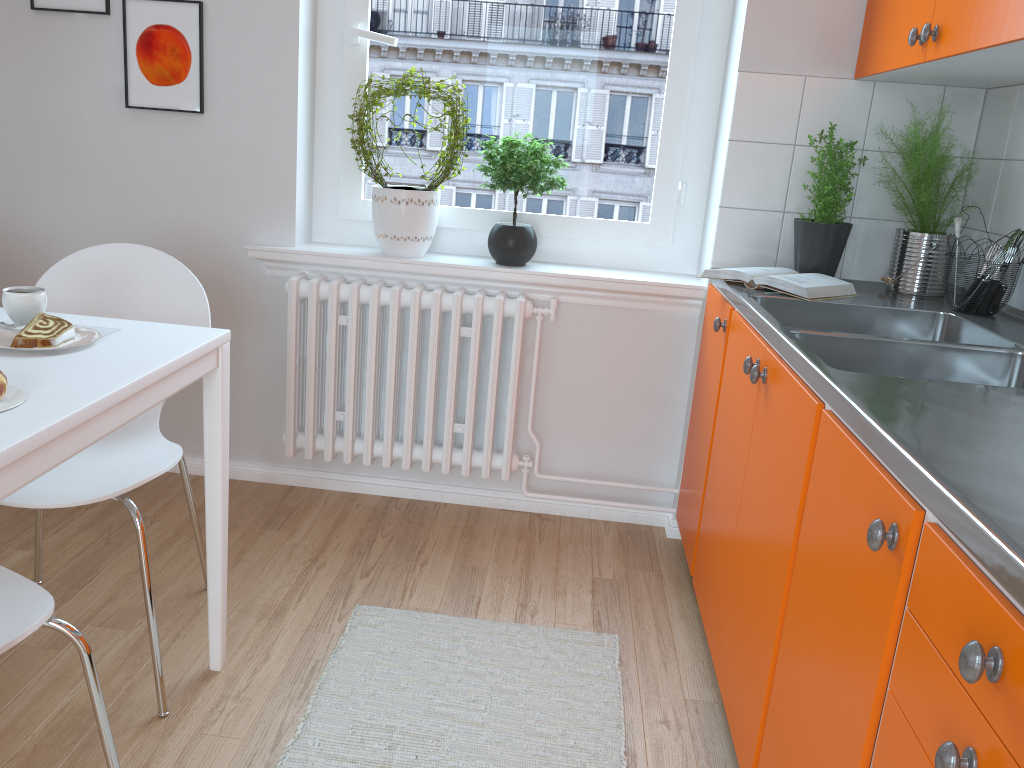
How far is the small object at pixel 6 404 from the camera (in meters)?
1.23

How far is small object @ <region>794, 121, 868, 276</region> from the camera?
2.35m

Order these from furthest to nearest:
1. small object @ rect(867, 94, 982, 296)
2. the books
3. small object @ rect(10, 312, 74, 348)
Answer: small object @ rect(867, 94, 982, 296)
the books
small object @ rect(10, 312, 74, 348)

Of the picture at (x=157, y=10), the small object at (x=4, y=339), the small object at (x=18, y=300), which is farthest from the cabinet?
the picture at (x=157, y=10)

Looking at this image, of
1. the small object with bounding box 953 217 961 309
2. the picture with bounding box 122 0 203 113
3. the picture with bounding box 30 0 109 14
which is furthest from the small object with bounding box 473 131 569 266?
the picture with bounding box 30 0 109 14

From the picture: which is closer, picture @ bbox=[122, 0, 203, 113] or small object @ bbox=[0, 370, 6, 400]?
small object @ bbox=[0, 370, 6, 400]

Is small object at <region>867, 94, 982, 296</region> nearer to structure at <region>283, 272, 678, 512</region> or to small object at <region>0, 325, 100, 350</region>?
structure at <region>283, 272, 678, 512</region>

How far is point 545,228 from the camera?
2.9m

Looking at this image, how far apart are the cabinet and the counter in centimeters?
2cm

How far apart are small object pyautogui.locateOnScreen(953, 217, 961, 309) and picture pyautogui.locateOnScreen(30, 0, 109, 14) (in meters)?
2.45
